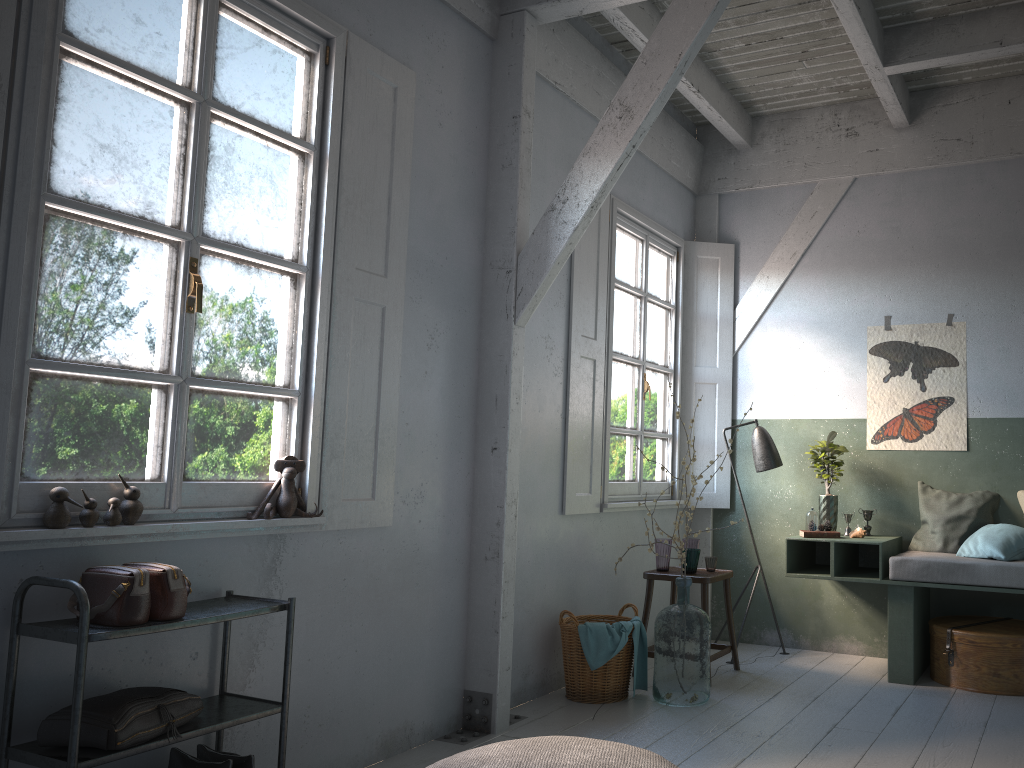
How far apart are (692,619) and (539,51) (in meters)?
3.56

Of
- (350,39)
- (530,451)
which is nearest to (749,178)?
(530,451)

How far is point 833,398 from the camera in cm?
668

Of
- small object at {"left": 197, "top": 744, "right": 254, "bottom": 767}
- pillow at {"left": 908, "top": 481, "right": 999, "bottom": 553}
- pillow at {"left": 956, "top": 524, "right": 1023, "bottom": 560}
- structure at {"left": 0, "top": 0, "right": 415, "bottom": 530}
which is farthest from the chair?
small object at {"left": 197, "top": 744, "right": 254, "bottom": 767}

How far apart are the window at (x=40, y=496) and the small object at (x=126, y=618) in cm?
13

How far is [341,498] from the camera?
4.0 meters

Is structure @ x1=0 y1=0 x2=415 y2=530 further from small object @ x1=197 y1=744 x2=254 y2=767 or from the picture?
the picture

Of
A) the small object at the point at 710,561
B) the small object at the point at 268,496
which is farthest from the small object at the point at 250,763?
the small object at the point at 710,561

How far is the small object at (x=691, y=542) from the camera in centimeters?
597cm

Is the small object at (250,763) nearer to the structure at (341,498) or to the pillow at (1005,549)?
the structure at (341,498)
